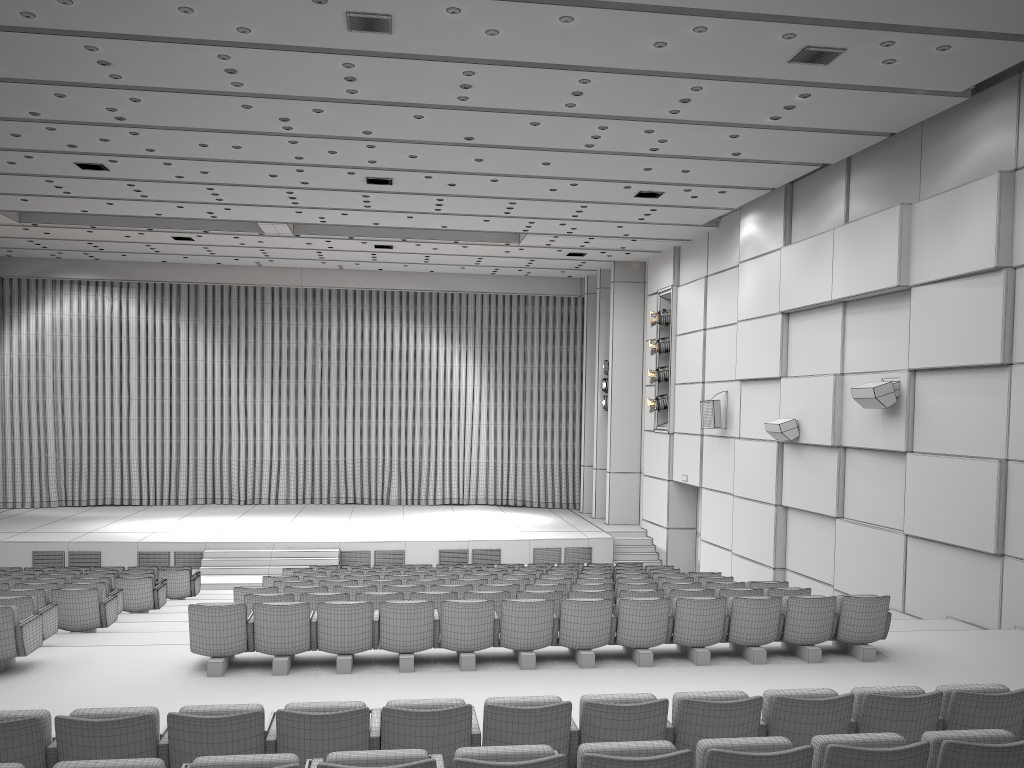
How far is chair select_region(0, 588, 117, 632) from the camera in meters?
9.5

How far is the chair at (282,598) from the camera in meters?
8.7 m

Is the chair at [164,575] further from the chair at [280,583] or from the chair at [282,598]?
the chair at [282,598]

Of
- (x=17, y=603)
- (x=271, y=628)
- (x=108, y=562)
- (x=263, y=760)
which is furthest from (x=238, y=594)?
(x=108, y=562)

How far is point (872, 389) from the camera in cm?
1173

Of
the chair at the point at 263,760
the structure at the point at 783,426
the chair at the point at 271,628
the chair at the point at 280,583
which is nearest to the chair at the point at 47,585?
the chair at the point at 280,583

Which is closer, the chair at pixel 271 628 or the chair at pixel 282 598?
the chair at pixel 271 628

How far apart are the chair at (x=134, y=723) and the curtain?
20.30m

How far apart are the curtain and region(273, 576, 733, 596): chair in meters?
13.9 m

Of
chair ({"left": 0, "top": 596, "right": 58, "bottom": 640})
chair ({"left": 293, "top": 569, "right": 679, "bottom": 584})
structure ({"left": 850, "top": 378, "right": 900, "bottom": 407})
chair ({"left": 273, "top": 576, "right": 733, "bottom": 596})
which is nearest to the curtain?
chair ({"left": 293, "top": 569, "right": 679, "bottom": 584})
